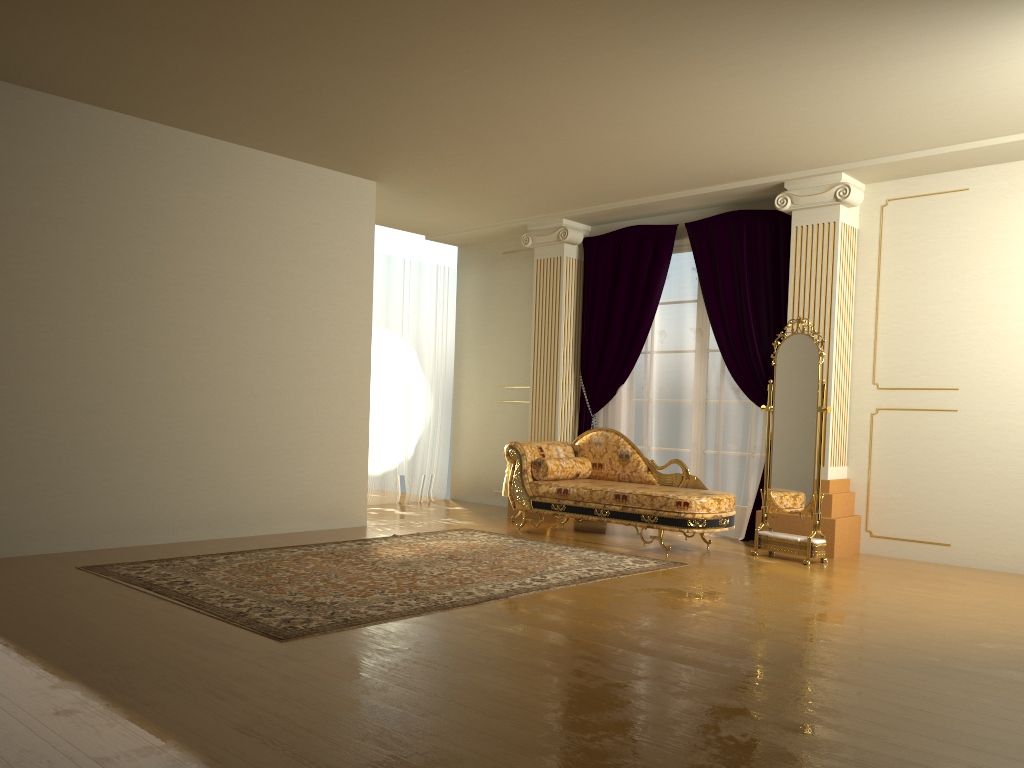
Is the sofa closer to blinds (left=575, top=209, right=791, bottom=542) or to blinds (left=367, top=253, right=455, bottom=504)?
blinds (left=575, top=209, right=791, bottom=542)

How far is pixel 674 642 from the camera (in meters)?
3.71

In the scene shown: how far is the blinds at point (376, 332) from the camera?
8.8 meters

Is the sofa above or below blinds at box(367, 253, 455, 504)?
below

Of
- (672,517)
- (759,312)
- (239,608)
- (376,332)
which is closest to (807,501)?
(672,517)

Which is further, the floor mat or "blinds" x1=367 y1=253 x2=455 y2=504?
"blinds" x1=367 y1=253 x2=455 y2=504

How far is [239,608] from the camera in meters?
4.1 m

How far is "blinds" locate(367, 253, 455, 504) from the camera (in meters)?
8.83

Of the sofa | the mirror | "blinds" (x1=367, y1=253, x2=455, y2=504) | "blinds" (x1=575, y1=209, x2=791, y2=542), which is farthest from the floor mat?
"blinds" (x1=367, y1=253, x2=455, y2=504)

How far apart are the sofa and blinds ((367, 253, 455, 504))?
2.0m
